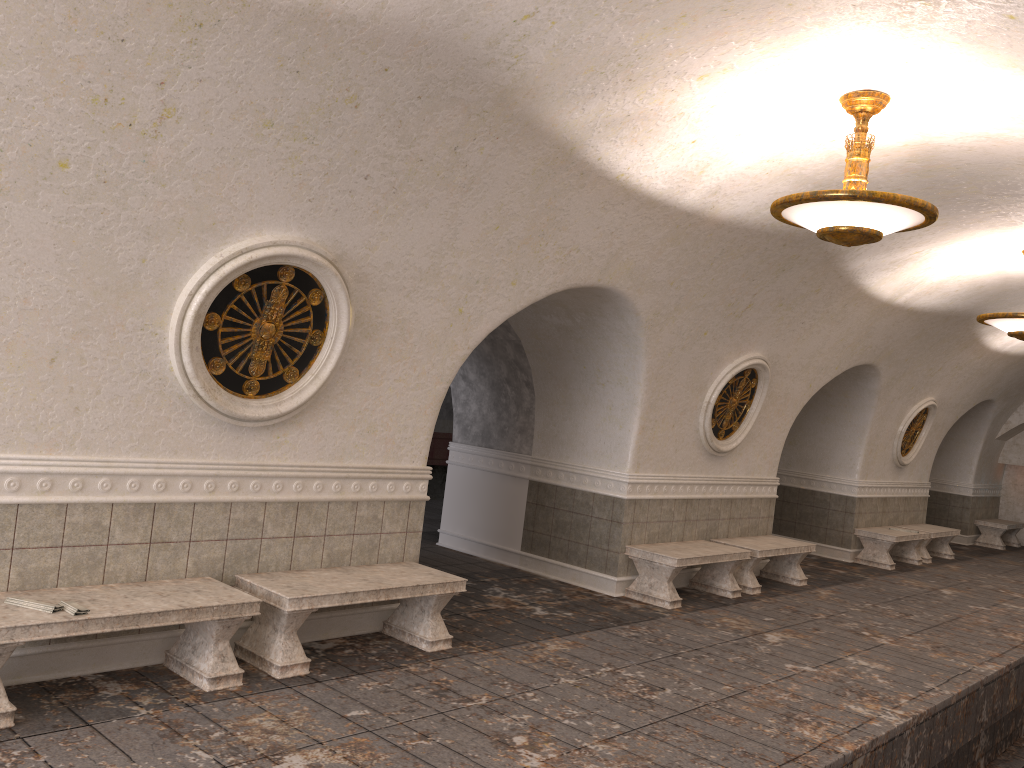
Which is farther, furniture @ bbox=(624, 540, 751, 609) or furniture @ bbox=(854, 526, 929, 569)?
furniture @ bbox=(854, 526, 929, 569)

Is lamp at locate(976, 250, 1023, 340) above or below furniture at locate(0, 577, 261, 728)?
above

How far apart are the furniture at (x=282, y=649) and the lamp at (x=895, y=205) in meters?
3.3 m

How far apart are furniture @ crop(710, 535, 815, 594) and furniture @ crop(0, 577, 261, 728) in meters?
6.2

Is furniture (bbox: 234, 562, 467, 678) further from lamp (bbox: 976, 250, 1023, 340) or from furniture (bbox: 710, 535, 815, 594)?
lamp (bbox: 976, 250, 1023, 340)

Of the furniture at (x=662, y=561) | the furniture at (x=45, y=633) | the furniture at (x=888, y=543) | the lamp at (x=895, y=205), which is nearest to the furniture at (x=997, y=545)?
the furniture at (x=888, y=543)

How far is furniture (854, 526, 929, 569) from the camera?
12.96m

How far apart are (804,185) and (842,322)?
3.7 meters

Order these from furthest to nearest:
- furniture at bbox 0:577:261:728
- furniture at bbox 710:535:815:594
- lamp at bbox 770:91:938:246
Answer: furniture at bbox 710:535:815:594 → lamp at bbox 770:91:938:246 → furniture at bbox 0:577:261:728

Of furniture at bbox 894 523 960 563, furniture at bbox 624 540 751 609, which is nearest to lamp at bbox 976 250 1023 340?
furniture at bbox 624 540 751 609
